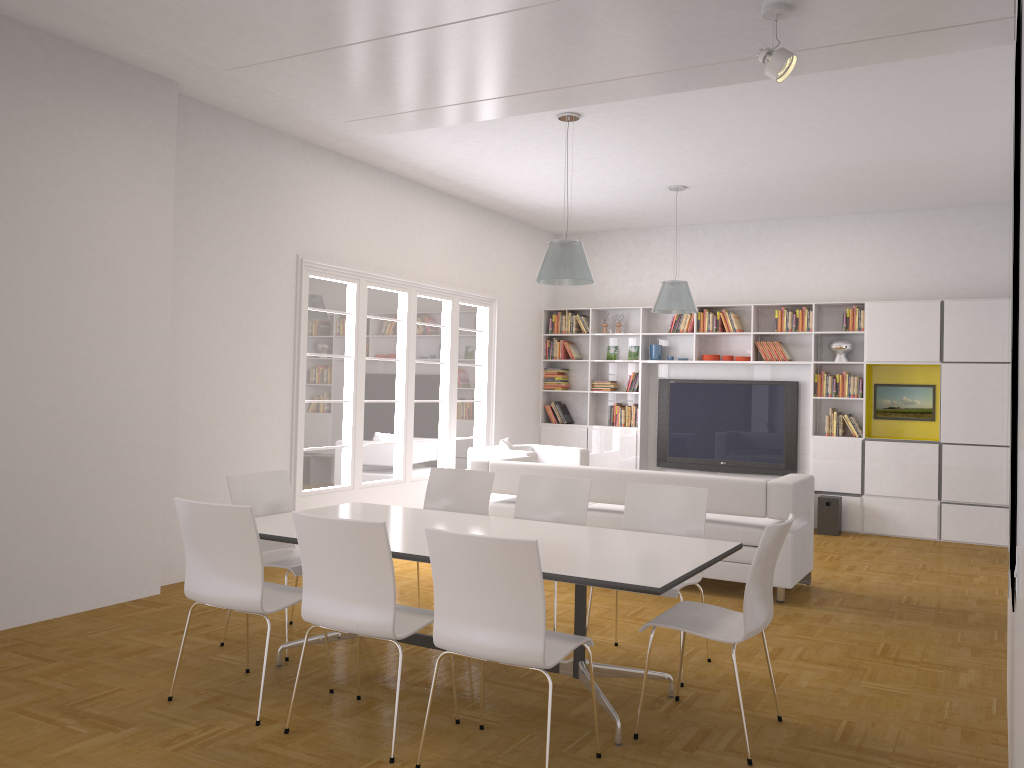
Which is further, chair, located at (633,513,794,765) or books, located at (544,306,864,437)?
books, located at (544,306,864,437)

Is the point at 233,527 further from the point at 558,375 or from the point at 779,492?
the point at 558,375

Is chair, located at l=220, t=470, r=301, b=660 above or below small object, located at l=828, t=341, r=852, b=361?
below

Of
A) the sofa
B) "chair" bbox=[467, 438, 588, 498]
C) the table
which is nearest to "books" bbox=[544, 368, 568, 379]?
"chair" bbox=[467, 438, 588, 498]

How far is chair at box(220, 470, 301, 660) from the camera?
5.0m

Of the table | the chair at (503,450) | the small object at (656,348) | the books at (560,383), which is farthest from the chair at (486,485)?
the books at (560,383)

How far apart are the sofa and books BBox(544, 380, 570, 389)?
3.5 meters

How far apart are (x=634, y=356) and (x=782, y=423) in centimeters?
198cm

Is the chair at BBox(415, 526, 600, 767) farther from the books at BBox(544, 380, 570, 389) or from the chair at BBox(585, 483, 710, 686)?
the books at BBox(544, 380, 570, 389)

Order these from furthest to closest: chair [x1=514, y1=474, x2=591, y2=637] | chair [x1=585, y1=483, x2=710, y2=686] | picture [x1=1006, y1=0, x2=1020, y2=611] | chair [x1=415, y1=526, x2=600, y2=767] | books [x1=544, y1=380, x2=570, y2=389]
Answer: books [x1=544, y1=380, x2=570, y2=389], chair [x1=514, y1=474, x2=591, y2=637], chair [x1=585, y1=483, x2=710, y2=686], chair [x1=415, y1=526, x2=600, y2=767], picture [x1=1006, y1=0, x2=1020, y2=611]
